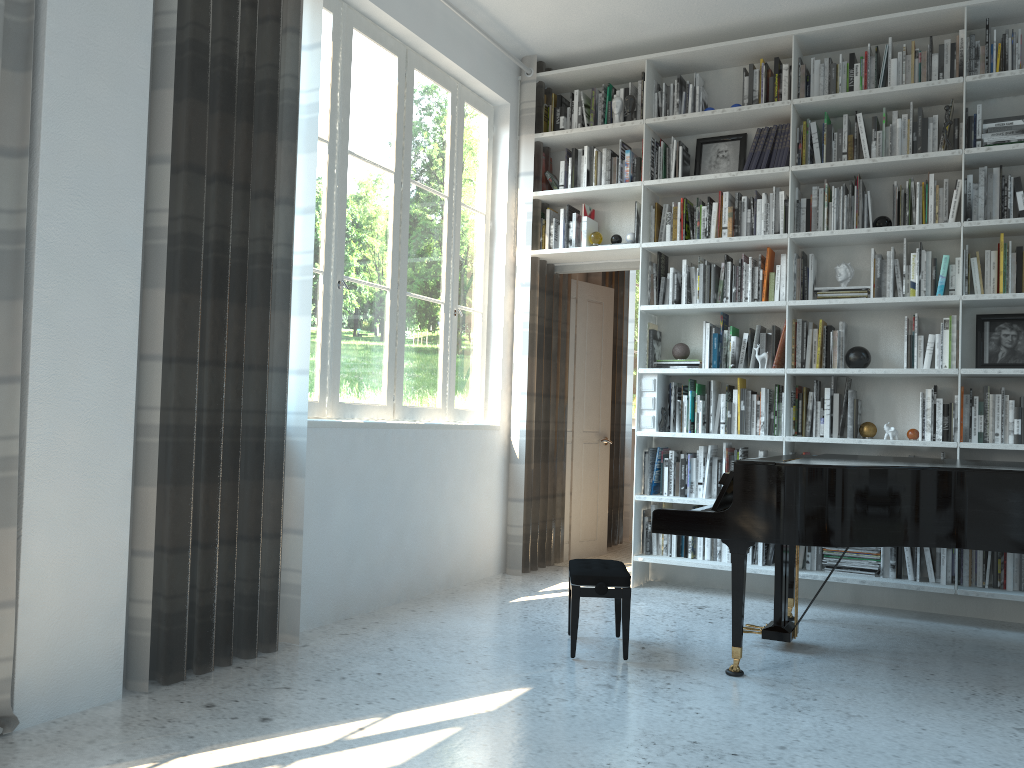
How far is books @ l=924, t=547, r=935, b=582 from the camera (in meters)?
4.52

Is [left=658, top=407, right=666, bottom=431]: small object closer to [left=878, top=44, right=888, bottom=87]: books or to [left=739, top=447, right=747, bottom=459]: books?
[left=739, top=447, right=747, bottom=459]: books

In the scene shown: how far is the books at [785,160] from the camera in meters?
5.0

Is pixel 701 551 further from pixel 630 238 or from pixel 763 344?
pixel 630 238

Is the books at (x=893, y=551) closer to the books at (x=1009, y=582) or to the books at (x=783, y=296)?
the books at (x=1009, y=582)

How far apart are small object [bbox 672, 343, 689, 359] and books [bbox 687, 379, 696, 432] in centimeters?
16cm

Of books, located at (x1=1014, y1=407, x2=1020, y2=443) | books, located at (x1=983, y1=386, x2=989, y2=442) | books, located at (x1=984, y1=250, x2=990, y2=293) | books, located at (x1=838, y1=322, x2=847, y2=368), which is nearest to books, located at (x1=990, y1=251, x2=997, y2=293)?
books, located at (x1=984, y1=250, x2=990, y2=293)

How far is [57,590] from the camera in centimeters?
267cm

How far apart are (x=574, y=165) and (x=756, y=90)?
1.2 meters

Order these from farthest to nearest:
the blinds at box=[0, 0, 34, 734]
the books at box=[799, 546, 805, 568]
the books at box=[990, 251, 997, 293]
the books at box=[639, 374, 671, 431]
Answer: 1. the books at box=[639, 374, 671, 431]
2. the books at box=[799, 546, 805, 568]
3. the books at box=[990, 251, 997, 293]
4. the blinds at box=[0, 0, 34, 734]
